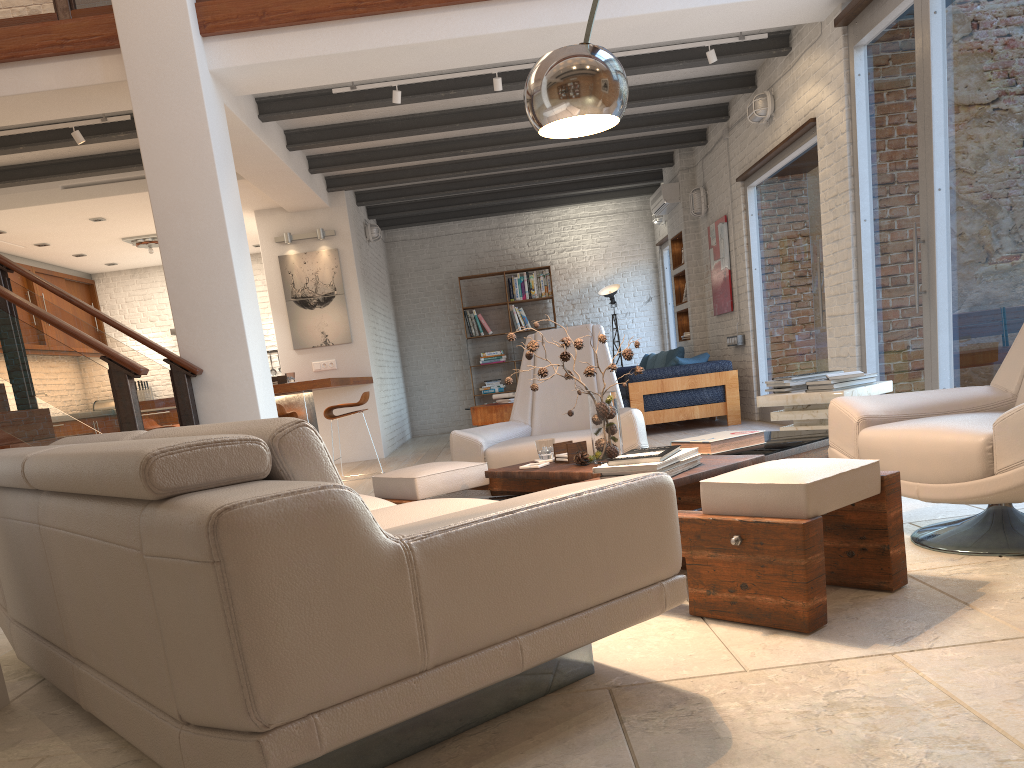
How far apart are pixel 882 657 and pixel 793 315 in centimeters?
609cm

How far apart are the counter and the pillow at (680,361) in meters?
3.2 m

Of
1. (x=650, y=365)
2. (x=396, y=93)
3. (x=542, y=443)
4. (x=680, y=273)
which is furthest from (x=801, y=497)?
(x=650, y=365)

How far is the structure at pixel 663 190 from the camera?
10.58m

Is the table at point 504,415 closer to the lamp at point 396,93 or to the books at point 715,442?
the lamp at point 396,93

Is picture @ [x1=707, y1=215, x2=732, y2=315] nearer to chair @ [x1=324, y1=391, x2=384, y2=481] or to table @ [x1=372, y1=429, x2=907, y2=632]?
chair @ [x1=324, y1=391, x2=384, y2=481]

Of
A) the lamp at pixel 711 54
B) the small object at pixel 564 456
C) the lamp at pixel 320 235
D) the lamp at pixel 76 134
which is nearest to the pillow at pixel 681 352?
the lamp at pixel 711 54

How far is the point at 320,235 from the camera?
9.8m

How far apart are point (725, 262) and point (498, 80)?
3.8m

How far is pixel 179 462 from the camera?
1.53m
